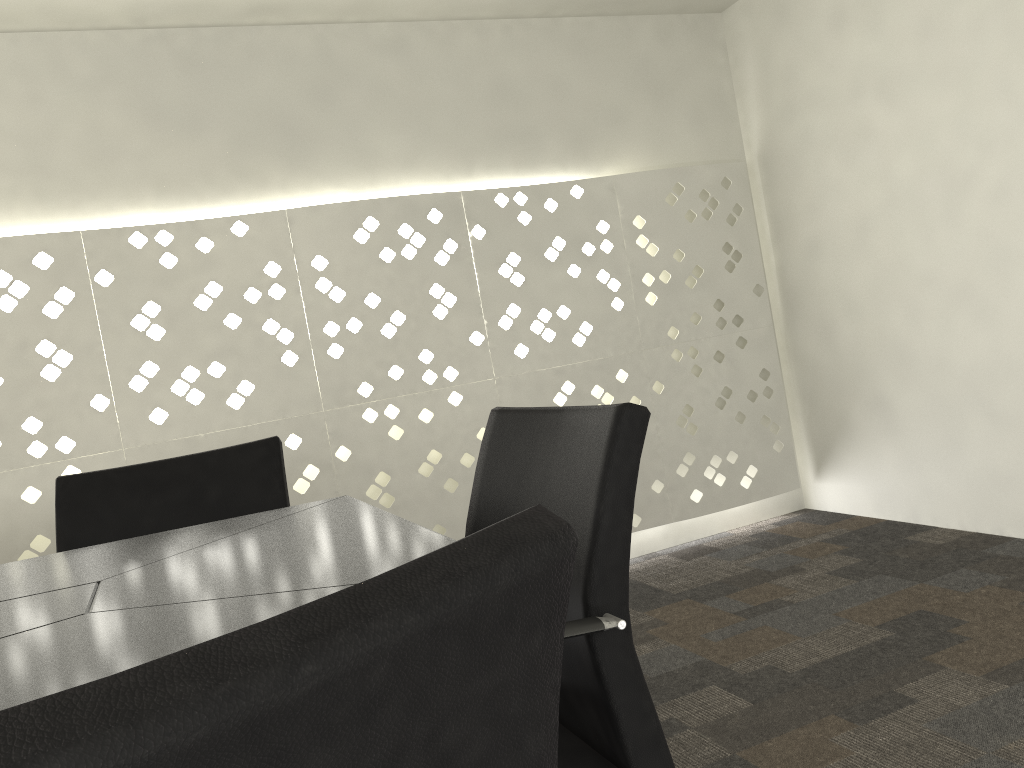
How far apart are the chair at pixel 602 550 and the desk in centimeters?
15cm

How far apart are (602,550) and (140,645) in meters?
→ 0.5 m

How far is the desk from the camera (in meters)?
0.70

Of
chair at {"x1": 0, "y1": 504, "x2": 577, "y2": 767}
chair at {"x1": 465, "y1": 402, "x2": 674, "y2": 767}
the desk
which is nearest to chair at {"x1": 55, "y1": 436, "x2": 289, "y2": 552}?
the desk

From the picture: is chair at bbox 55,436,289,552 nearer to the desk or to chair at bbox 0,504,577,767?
the desk

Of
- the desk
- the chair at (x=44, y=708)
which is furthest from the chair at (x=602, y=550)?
the chair at (x=44, y=708)

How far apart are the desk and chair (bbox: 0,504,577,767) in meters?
0.3

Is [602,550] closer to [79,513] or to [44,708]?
[44,708]

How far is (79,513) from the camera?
1.6 meters

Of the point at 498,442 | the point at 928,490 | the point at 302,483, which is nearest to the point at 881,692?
the point at 498,442
